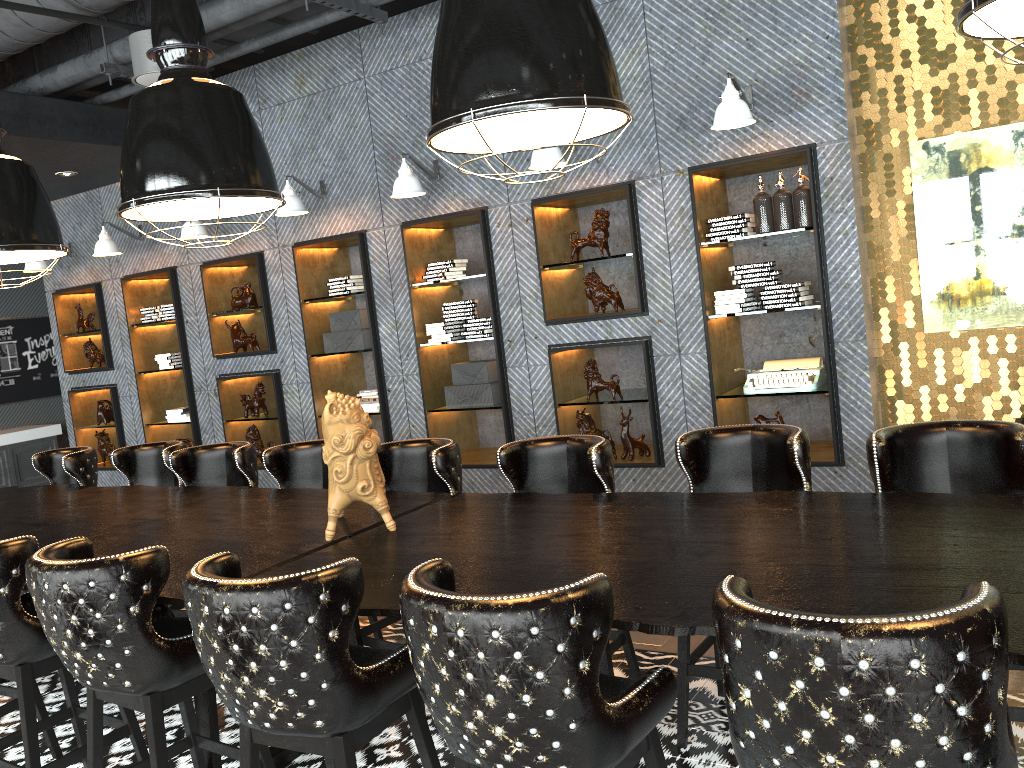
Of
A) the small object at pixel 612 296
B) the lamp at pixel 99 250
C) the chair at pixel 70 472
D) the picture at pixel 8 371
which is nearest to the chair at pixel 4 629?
the chair at pixel 70 472

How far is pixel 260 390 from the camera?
7.6m

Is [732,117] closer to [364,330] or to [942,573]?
[942,573]

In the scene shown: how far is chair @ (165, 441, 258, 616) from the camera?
4.7m

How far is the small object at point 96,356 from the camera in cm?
866

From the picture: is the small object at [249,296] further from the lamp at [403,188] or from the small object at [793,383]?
the small object at [793,383]

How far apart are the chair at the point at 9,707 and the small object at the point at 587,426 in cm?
350

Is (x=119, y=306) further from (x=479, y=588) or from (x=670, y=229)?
(x=479, y=588)

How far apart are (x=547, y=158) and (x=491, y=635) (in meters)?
4.04

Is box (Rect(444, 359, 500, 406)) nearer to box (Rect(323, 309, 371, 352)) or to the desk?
box (Rect(323, 309, 371, 352))
